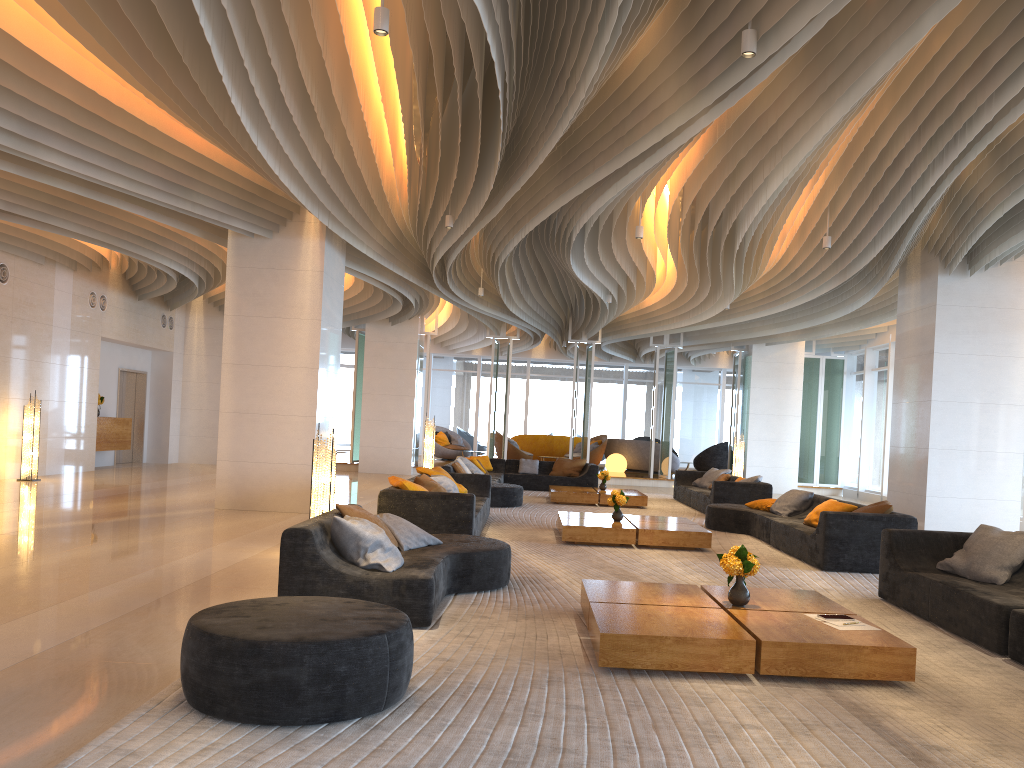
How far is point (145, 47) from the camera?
6.60m

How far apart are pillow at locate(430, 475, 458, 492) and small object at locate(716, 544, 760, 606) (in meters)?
5.48

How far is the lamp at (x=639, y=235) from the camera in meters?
10.2 m

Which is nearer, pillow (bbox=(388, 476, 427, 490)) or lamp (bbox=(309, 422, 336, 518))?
lamp (bbox=(309, 422, 336, 518))

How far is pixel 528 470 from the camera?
18.05m

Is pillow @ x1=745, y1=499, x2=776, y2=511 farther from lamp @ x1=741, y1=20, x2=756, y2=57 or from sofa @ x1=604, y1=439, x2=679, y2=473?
sofa @ x1=604, y1=439, x2=679, y2=473

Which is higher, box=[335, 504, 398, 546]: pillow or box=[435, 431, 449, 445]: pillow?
box=[435, 431, 449, 445]: pillow

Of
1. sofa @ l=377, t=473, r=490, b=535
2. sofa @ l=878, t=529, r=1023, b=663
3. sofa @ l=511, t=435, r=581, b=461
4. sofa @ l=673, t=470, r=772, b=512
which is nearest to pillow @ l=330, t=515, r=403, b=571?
sofa @ l=377, t=473, r=490, b=535

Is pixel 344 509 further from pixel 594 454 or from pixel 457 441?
pixel 457 441

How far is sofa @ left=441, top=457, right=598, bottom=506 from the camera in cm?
1352
